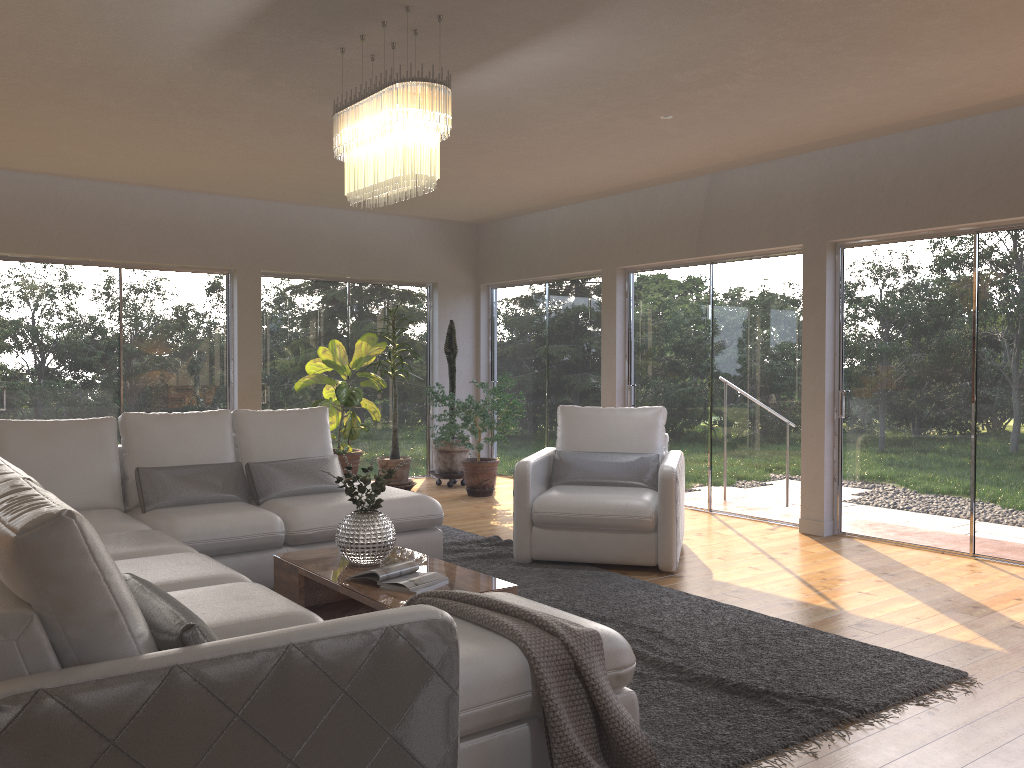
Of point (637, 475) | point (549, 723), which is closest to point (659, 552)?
point (637, 475)

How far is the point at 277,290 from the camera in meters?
8.7 m

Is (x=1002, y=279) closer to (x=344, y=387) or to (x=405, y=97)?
(x=405, y=97)

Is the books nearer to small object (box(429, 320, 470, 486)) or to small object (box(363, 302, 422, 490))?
small object (box(363, 302, 422, 490))

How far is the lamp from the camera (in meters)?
3.68

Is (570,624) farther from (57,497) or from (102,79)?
(102,79)

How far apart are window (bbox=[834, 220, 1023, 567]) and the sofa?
3.0 meters

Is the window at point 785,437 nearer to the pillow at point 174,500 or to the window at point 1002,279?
the window at point 1002,279

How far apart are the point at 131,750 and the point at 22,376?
6.6m

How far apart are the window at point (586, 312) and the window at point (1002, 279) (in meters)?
2.60
